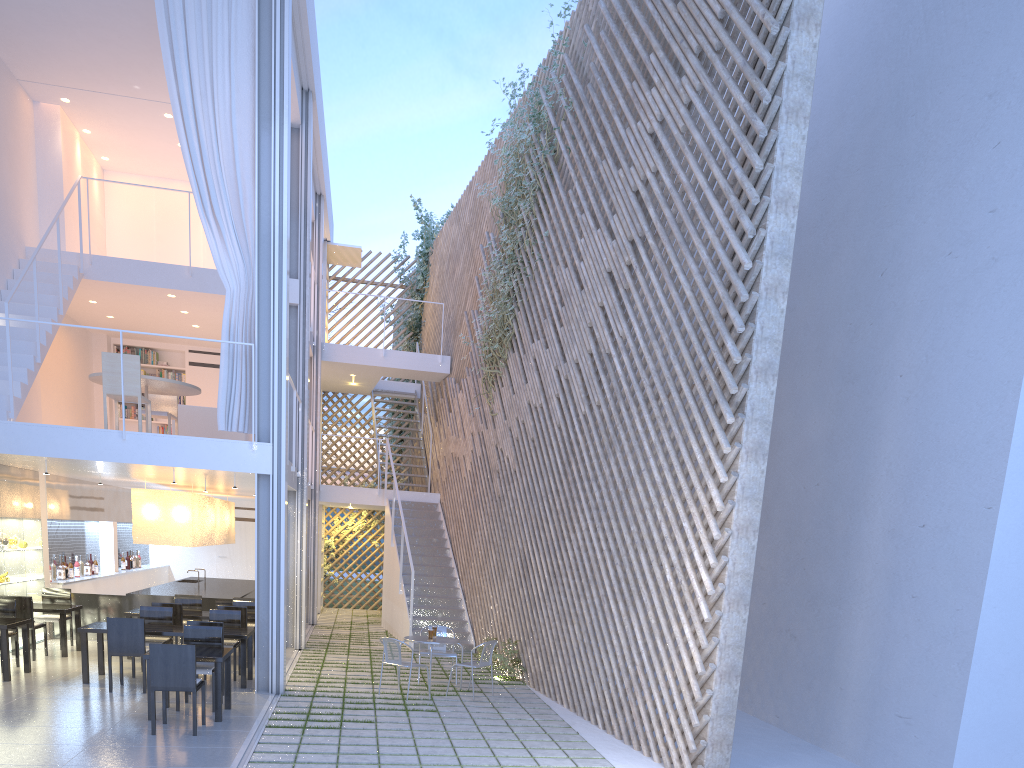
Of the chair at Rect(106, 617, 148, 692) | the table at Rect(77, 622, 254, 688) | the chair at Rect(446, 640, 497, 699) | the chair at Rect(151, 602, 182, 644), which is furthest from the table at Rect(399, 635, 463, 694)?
the chair at Rect(151, 602, 182, 644)

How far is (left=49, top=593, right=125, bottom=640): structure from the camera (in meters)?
6.16

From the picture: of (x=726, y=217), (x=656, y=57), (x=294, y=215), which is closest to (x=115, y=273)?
(x=294, y=215)

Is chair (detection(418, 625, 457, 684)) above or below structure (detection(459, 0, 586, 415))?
below

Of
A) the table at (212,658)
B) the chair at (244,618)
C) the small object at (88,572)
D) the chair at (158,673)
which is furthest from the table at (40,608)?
the chair at (158,673)

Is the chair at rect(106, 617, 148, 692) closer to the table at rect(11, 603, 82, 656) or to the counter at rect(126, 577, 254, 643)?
the table at rect(11, 603, 82, 656)

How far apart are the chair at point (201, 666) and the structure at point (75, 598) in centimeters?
243cm

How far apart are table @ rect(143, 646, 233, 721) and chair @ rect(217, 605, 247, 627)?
1.35m

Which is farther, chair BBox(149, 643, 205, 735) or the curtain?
the curtain

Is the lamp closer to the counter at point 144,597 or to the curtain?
the counter at point 144,597
